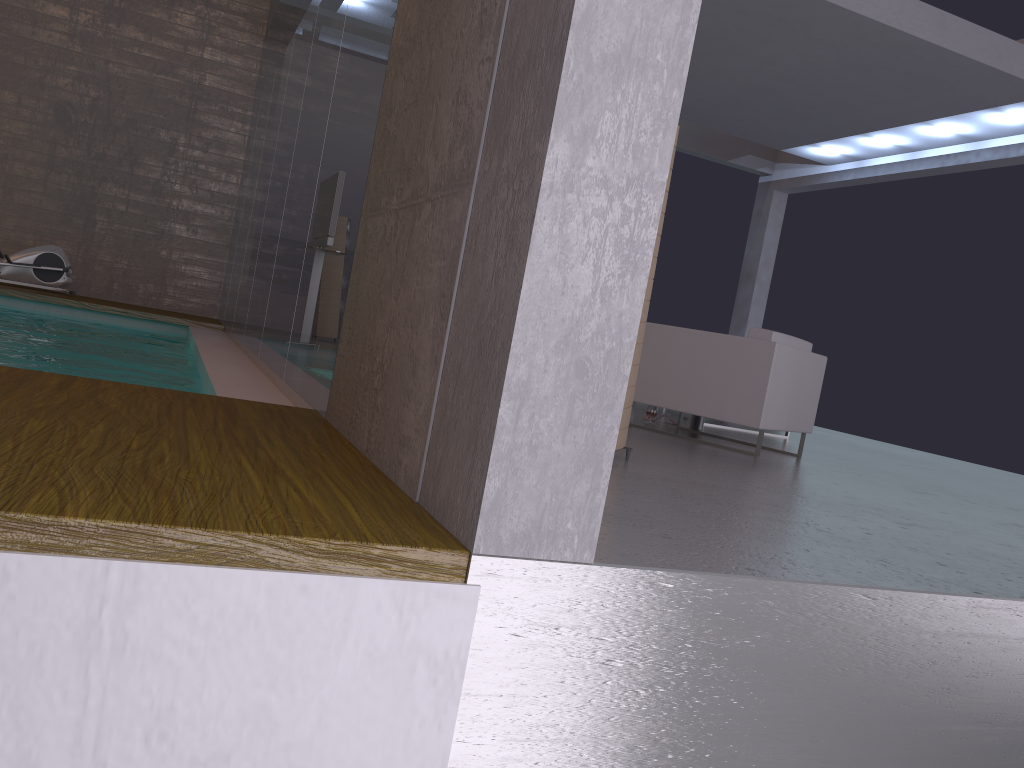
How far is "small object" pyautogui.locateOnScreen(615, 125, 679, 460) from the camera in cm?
386

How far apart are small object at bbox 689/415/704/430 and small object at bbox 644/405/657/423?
0.4m

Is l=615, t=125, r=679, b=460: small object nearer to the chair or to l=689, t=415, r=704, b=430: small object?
the chair

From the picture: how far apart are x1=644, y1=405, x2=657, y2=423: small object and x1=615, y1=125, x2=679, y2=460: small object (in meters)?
2.88

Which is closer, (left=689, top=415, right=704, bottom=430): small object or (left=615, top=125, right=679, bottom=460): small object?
(left=615, top=125, right=679, bottom=460): small object

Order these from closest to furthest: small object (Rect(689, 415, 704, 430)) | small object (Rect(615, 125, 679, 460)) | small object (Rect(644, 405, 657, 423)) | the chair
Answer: small object (Rect(615, 125, 679, 460)) → the chair → small object (Rect(644, 405, 657, 423)) → small object (Rect(689, 415, 704, 430))

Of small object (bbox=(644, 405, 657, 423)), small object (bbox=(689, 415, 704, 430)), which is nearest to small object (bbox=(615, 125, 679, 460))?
small object (bbox=(644, 405, 657, 423))

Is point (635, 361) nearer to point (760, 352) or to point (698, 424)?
point (760, 352)

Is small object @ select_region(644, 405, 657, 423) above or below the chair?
below

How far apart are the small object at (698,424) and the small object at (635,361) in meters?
3.1 m
